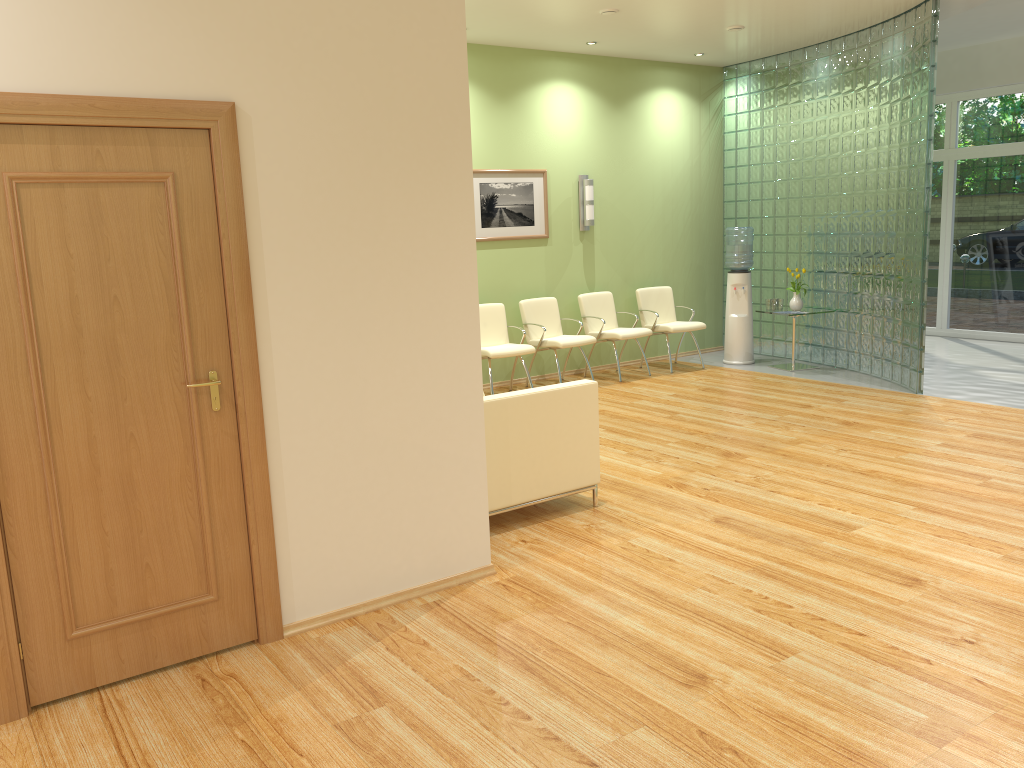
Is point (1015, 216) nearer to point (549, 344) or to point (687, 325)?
point (687, 325)

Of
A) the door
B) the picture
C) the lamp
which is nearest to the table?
the lamp

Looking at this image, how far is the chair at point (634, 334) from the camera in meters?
9.1 m

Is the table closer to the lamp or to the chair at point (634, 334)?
the chair at point (634, 334)

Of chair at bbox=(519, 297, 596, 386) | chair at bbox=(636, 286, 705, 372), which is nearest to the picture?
chair at bbox=(519, 297, 596, 386)

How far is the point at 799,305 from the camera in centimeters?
936cm

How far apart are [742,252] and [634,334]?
1.64m

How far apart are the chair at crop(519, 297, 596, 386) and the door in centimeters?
536cm

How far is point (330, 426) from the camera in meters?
3.7

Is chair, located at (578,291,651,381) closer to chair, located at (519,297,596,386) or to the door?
chair, located at (519,297,596,386)
